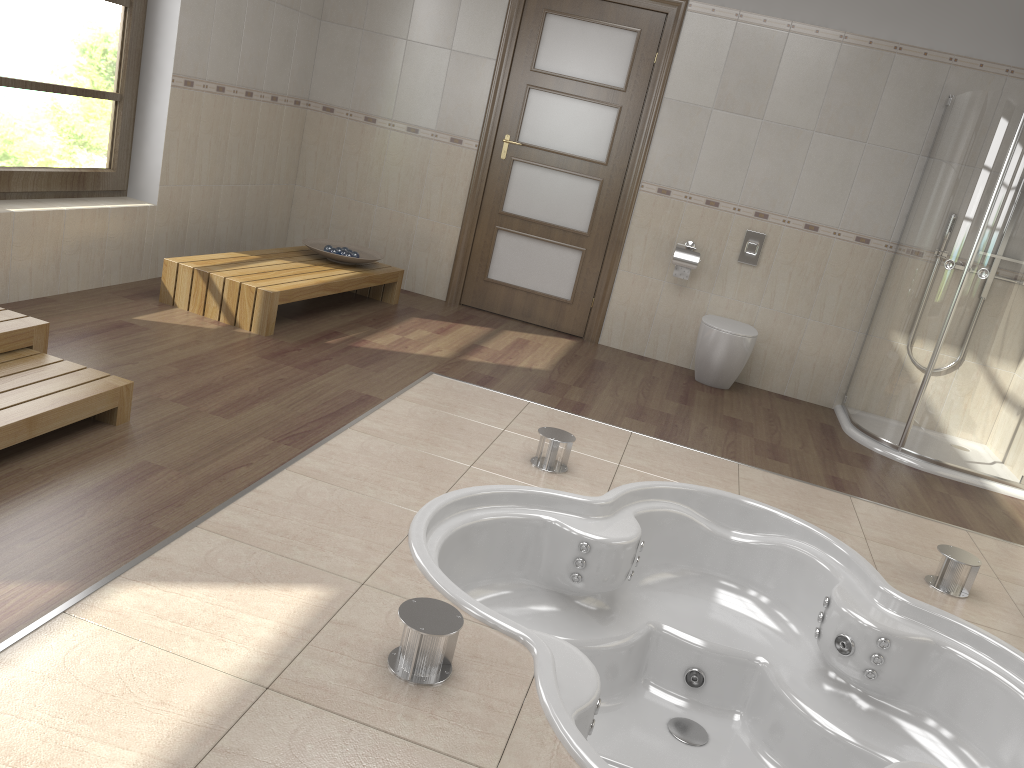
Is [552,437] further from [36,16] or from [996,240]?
[36,16]

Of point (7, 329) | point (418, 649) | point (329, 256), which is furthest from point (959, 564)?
point (329, 256)

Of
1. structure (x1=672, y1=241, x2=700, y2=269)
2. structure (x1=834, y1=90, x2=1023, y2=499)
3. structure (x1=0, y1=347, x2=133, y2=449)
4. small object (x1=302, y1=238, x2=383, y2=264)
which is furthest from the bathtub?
small object (x1=302, y1=238, x2=383, y2=264)

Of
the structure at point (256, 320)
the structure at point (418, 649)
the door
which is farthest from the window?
the structure at point (418, 649)

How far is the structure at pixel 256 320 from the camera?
4.2 meters

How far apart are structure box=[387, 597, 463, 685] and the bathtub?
0.2m

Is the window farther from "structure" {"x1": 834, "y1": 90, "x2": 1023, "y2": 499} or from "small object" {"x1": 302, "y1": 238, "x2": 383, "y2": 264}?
"structure" {"x1": 834, "y1": 90, "x2": 1023, "y2": 499}

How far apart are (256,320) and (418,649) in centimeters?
265cm

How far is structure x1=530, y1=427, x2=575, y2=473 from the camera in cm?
337

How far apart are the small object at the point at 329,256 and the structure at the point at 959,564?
3.4 meters
